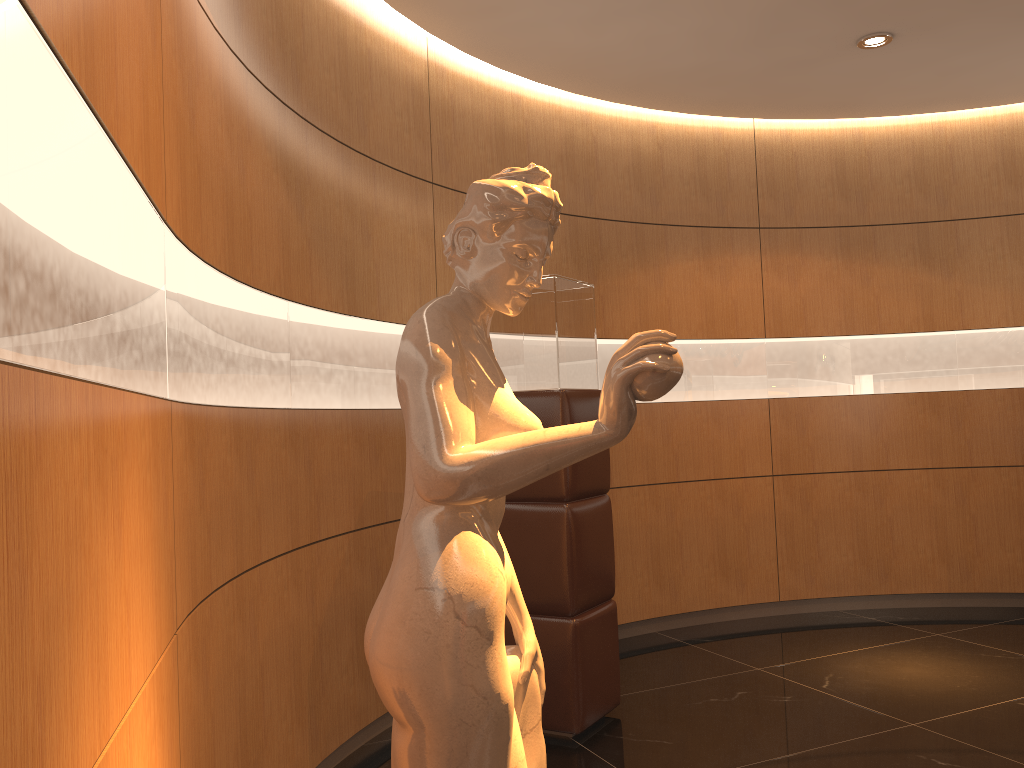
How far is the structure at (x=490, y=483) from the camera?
1.34m

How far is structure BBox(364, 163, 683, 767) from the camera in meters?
1.3

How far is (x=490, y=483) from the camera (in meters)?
1.34
